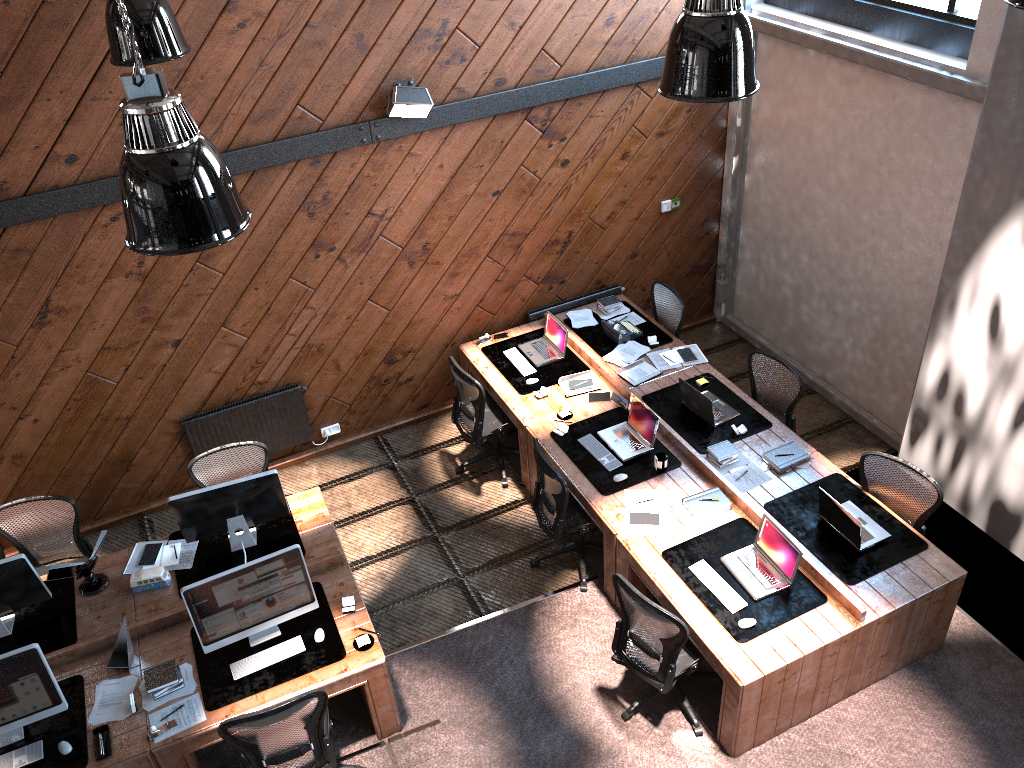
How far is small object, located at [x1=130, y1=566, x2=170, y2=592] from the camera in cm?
586

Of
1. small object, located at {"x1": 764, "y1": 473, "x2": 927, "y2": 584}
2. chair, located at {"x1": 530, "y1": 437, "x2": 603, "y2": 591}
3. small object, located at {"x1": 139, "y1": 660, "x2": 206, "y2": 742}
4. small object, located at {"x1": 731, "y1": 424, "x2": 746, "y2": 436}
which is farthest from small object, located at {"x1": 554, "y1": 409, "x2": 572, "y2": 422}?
small object, located at {"x1": 139, "y1": 660, "x2": 206, "y2": 742}

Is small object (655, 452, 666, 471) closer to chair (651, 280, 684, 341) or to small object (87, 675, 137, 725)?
chair (651, 280, 684, 341)

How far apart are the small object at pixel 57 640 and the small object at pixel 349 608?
1.7 meters

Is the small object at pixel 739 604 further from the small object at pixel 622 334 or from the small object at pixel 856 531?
the small object at pixel 622 334

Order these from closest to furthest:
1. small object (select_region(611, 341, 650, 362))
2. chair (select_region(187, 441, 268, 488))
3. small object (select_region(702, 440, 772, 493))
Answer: small object (select_region(702, 440, 772, 493)), chair (select_region(187, 441, 268, 488)), small object (select_region(611, 341, 650, 362))

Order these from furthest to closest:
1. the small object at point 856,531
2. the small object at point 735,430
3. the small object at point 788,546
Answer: the small object at point 735,430 < the small object at point 856,531 < the small object at point 788,546

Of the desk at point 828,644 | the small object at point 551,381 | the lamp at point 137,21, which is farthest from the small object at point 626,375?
the lamp at point 137,21

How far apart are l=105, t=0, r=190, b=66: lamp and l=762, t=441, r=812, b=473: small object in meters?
4.7 m

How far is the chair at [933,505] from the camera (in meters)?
5.82
